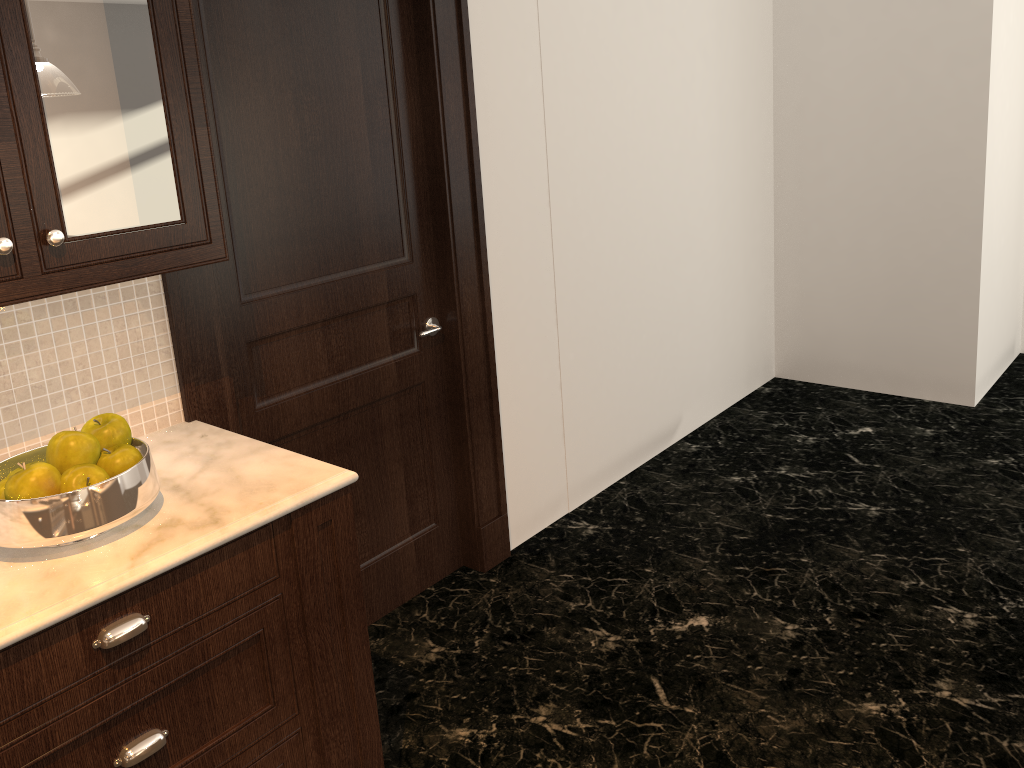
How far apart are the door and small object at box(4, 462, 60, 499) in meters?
0.9

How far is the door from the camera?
2.4m

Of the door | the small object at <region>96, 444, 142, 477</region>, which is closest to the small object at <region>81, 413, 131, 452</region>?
the small object at <region>96, 444, 142, 477</region>

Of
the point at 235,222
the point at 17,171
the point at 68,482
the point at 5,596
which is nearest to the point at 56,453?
the point at 68,482

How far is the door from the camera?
2.4m

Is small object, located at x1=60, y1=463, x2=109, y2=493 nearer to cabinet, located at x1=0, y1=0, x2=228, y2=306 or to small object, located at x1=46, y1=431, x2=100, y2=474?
small object, located at x1=46, y1=431, x2=100, y2=474

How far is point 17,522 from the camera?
1.54m

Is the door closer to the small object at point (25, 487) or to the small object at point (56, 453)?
the small object at point (56, 453)

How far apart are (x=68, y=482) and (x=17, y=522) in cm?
10

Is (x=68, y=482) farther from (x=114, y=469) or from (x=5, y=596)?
(x=5, y=596)
